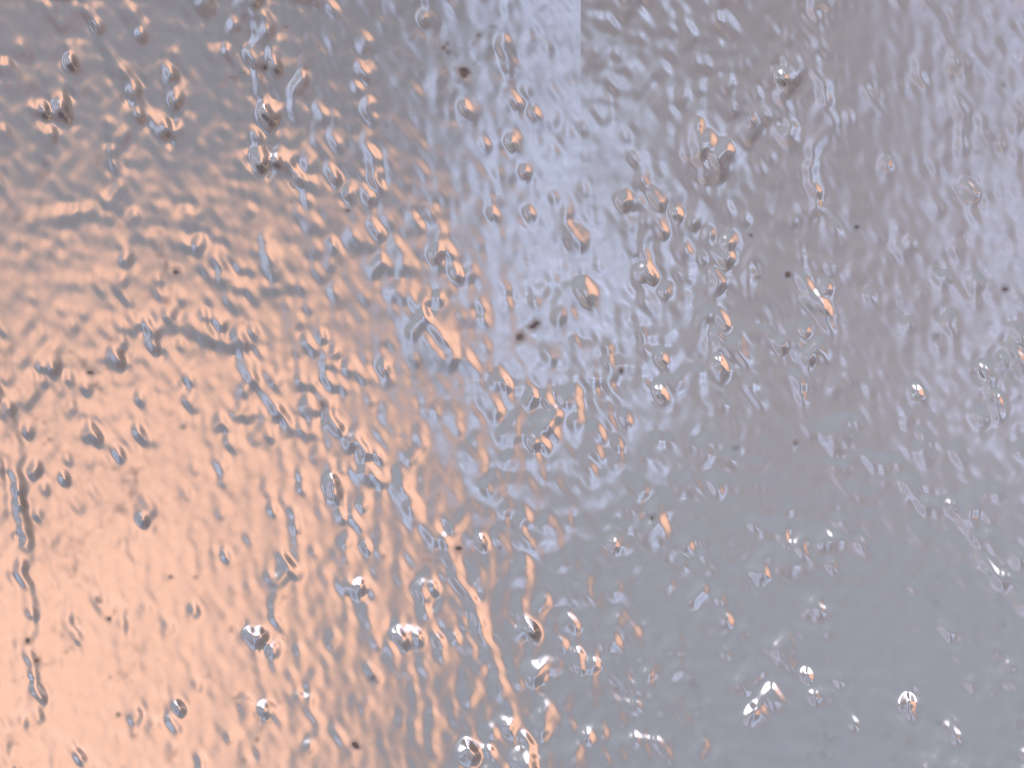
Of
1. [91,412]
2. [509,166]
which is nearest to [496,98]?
[509,166]
